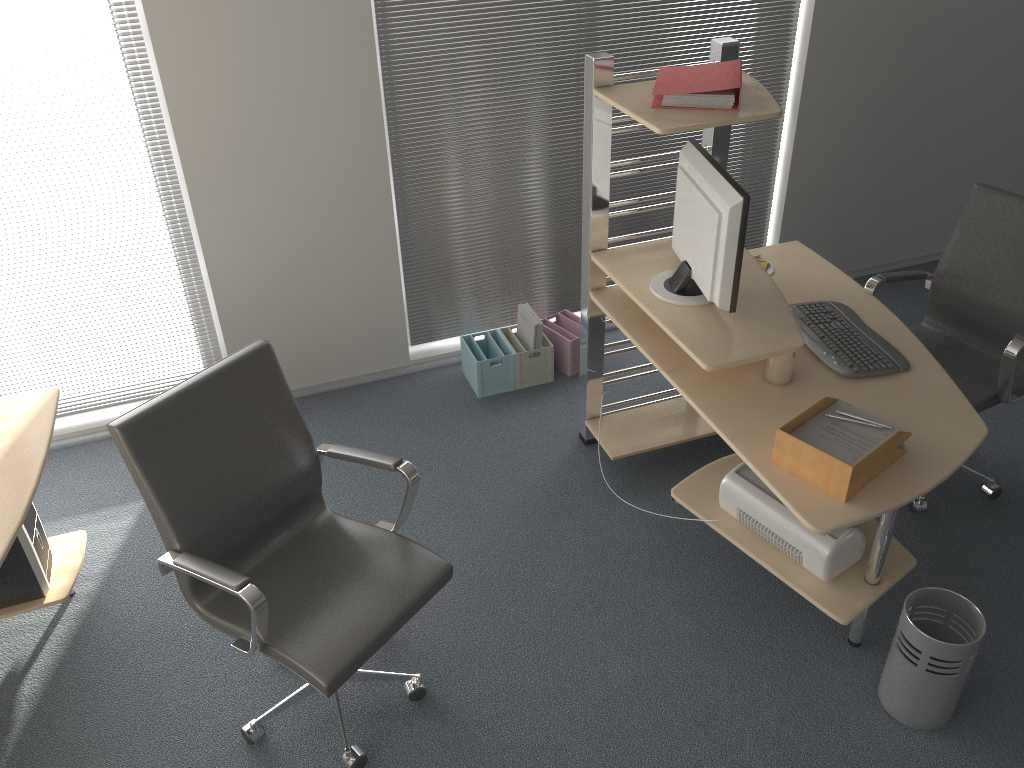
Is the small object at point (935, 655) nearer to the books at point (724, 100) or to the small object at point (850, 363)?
the small object at point (850, 363)

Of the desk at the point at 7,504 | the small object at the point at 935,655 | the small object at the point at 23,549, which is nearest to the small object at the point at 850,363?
the small object at the point at 935,655

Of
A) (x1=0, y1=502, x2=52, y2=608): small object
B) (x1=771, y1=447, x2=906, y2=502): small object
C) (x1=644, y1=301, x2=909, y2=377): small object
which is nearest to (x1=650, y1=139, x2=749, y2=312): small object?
(x1=644, y1=301, x2=909, y2=377): small object

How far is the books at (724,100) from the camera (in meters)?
2.64

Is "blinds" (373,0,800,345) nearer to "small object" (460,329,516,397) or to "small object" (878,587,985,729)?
"small object" (460,329,516,397)

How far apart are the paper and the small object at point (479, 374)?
1.72m

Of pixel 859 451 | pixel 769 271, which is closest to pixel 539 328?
pixel 769 271

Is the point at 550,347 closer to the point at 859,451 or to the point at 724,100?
the point at 724,100

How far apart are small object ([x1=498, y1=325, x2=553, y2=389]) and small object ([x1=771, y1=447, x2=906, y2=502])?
1.7 meters

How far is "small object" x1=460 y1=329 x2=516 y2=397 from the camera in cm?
396
